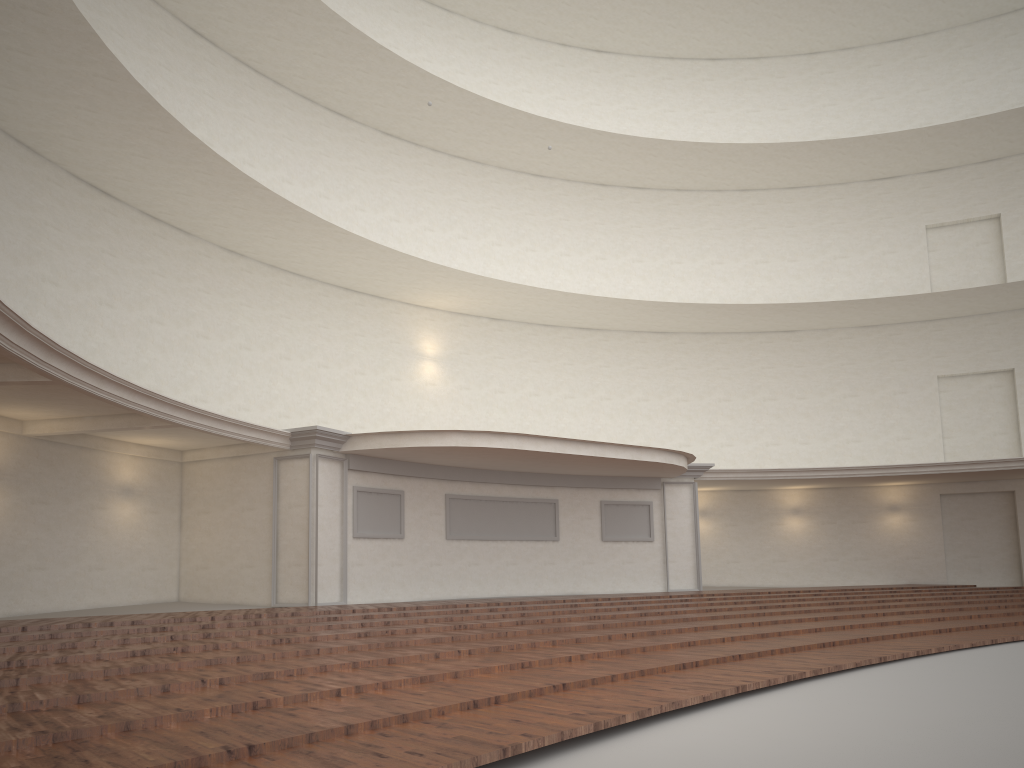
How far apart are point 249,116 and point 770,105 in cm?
1543

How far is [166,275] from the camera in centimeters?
1662cm
